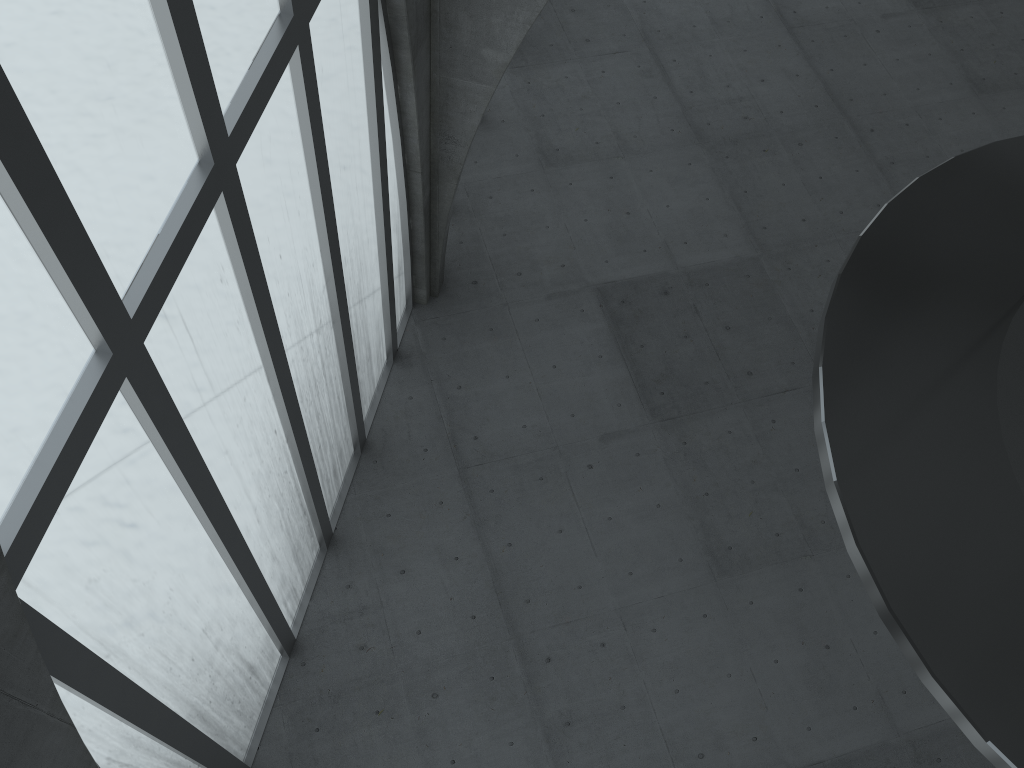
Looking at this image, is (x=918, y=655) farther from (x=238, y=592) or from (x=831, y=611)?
(x=831, y=611)
